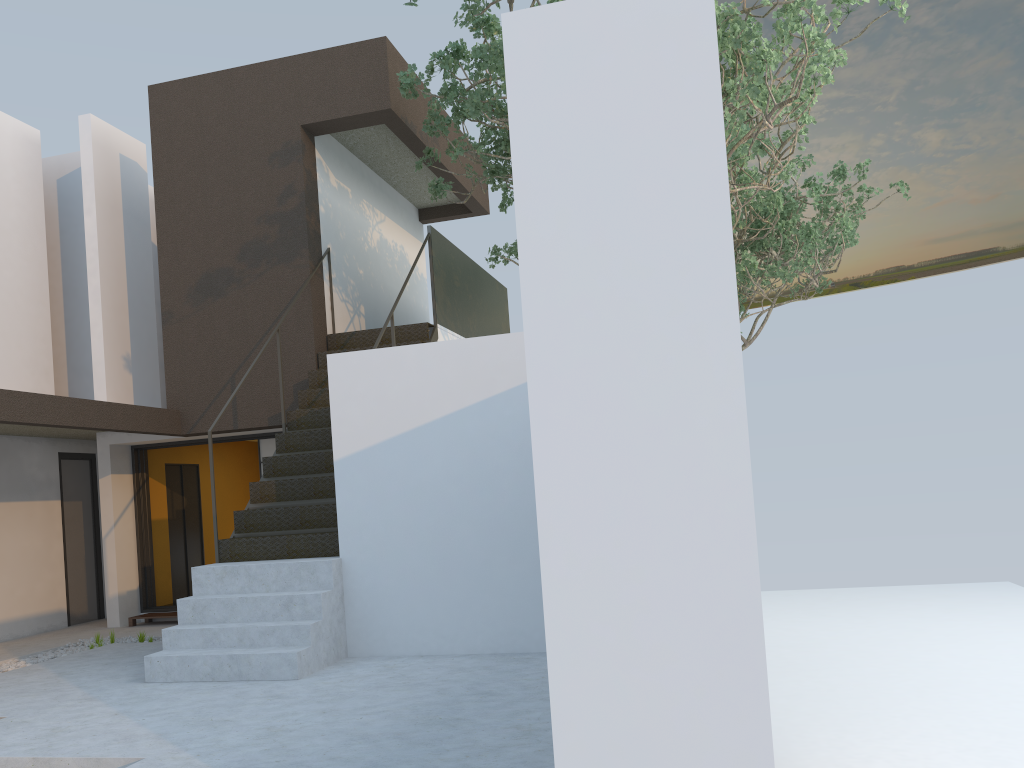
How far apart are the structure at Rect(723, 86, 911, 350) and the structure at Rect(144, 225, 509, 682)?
3.4m

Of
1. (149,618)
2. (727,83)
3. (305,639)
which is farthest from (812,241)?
(149,618)

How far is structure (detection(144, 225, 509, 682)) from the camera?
5.9 meters

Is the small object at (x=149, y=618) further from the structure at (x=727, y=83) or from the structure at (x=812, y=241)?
the structure at (x=812, y=241)

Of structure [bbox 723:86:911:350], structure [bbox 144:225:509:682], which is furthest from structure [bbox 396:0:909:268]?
structure [bbox 723:86:911:350]

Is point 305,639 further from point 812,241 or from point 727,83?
point 812,241

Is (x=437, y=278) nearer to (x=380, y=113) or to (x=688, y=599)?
(x=380, y=113)

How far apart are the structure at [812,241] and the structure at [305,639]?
3.4 meters

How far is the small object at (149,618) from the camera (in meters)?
9.57

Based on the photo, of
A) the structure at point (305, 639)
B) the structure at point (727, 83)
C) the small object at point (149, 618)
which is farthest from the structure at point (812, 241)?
the small object at point (149, 618)
